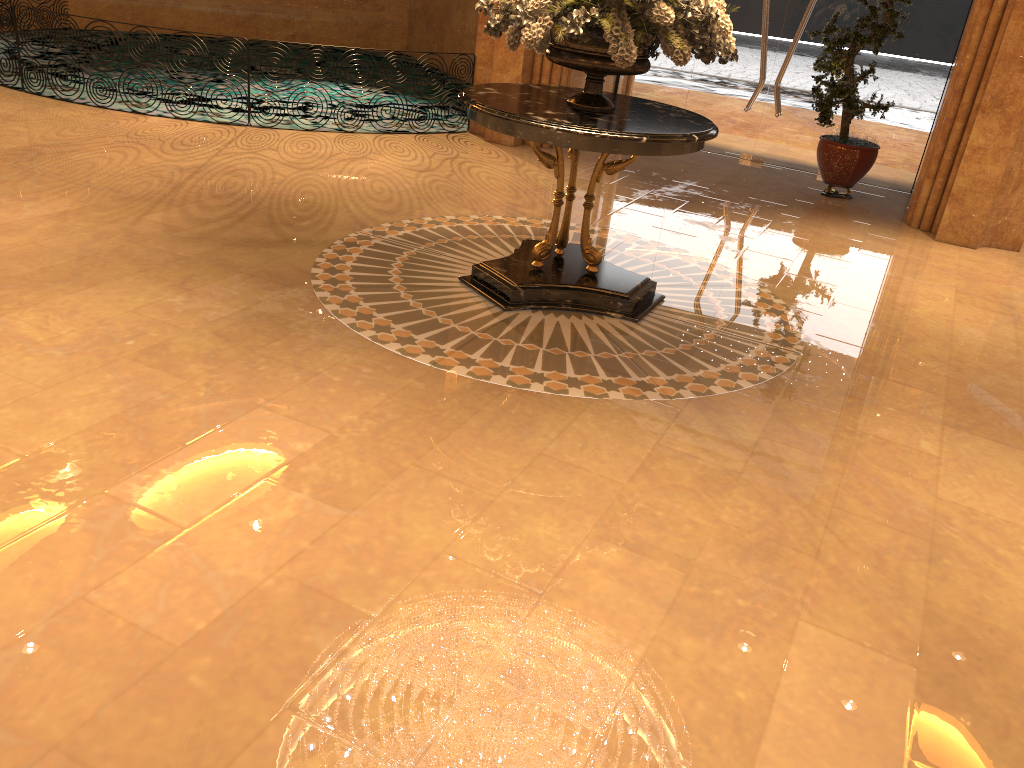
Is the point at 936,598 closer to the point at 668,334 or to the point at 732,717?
the point at 732,717

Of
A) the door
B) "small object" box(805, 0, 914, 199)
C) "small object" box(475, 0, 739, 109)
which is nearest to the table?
"small object" box(475, 0, 739, 109)

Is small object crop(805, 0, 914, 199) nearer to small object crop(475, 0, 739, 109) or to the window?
the window

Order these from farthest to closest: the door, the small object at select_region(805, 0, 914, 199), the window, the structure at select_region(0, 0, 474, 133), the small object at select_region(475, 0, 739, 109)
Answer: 1. the door
2. the window
3. the structure at select_region(0, 0, 474, 133)
4. the small object at select_region(805, 0, 914, 199)
5. the small object at select_region(475, 0, 739, 109)

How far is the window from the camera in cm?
885

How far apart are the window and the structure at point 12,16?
6.3 meters

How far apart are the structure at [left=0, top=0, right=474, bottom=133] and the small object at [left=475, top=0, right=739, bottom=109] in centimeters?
592cm

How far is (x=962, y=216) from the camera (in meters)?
7.56

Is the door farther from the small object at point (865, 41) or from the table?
the table

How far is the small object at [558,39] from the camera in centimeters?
441cm
